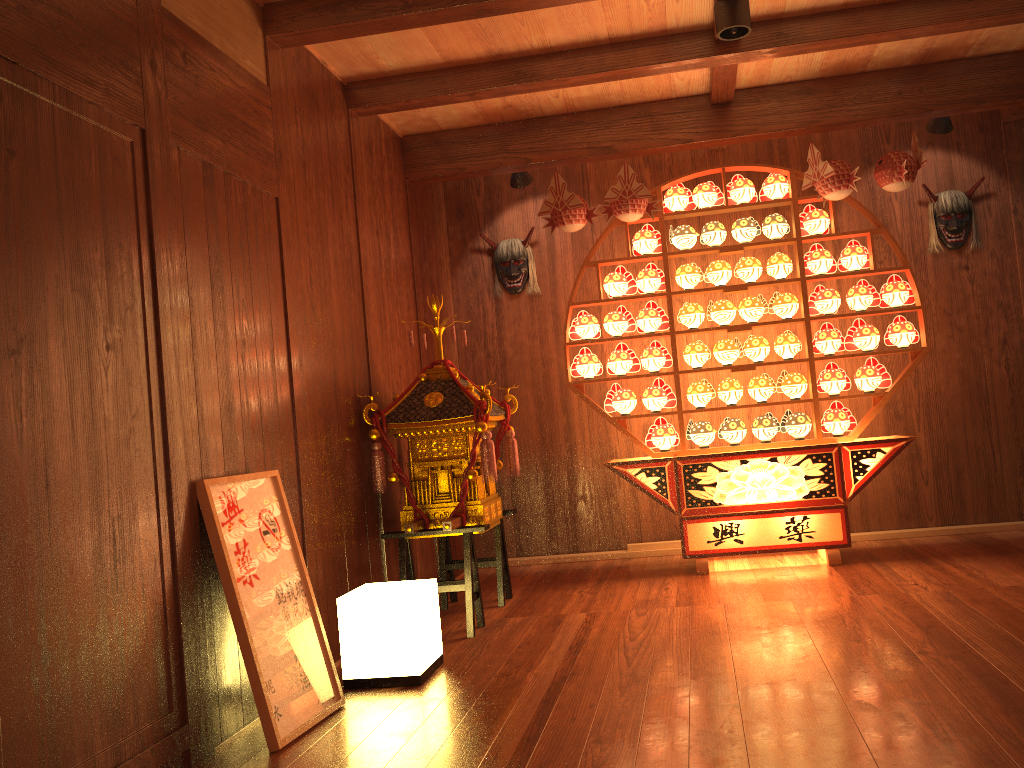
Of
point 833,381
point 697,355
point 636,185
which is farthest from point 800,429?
point 636,185

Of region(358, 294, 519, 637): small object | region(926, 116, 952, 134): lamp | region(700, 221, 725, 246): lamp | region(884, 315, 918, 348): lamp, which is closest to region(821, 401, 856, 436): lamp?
region(884, 315, 918, 348): lamp

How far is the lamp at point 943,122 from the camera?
4.7 meters

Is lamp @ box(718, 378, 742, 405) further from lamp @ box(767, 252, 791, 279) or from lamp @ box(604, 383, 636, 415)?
lamp @ box(767, 252, 791, 279)

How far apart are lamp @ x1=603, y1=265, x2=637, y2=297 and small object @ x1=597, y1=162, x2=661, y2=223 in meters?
0.4

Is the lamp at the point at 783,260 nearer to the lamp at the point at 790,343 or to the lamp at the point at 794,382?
the lamp at the point at 790,343

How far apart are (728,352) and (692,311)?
0.3 meters

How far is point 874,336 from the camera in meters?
4.6

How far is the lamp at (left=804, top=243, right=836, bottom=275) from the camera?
4.69m

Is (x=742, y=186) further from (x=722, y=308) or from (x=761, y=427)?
(x=761, y=427)
